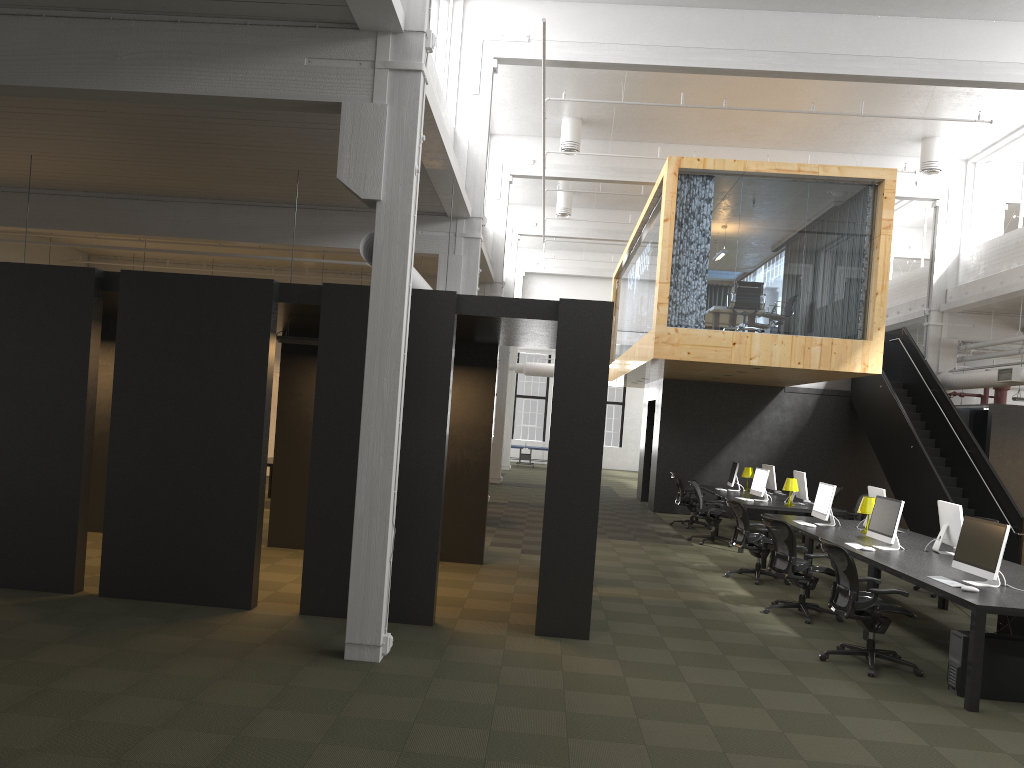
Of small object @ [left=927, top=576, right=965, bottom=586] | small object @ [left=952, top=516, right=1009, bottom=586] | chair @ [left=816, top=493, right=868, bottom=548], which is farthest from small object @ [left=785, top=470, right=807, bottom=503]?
small object @ [left=927, top=576, right=965, bottom=586]

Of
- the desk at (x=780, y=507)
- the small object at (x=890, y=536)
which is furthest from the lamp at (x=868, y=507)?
the desk at (x=780, y=507)

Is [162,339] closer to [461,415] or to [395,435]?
[395,435]

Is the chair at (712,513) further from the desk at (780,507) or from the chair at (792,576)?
the chair at (792,576)

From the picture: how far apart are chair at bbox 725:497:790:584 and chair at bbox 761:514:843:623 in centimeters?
148cm

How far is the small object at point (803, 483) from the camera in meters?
14.3

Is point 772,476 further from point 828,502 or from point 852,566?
point 852,566

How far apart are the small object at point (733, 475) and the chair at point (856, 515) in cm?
238

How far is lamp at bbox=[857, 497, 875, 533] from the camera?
10.5 meters

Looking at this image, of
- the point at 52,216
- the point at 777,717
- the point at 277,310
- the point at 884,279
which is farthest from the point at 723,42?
the point at 52,216
